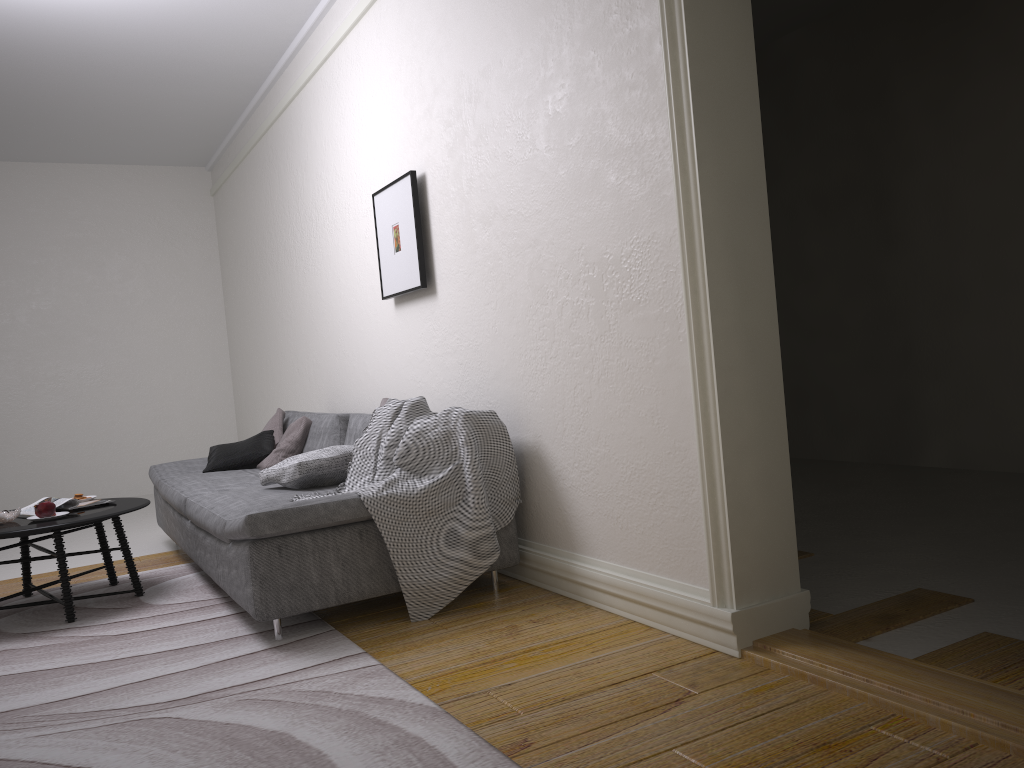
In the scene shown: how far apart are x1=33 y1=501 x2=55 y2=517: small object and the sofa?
0.6 meters

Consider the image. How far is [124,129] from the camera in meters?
7.6

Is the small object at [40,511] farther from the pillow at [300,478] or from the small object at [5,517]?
the pillow at [300,478]

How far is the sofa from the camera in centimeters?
317cm

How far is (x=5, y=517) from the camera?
3.98m

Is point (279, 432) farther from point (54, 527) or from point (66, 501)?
point (54, 527)

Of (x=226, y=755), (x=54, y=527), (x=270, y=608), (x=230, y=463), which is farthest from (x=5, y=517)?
(x=226, y=755)

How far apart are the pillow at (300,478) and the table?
0.6m

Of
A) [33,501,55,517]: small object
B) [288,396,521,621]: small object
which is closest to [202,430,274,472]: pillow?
[33,501,55,517]: small object

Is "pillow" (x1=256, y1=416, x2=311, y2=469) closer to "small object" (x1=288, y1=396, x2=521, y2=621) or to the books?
the books
